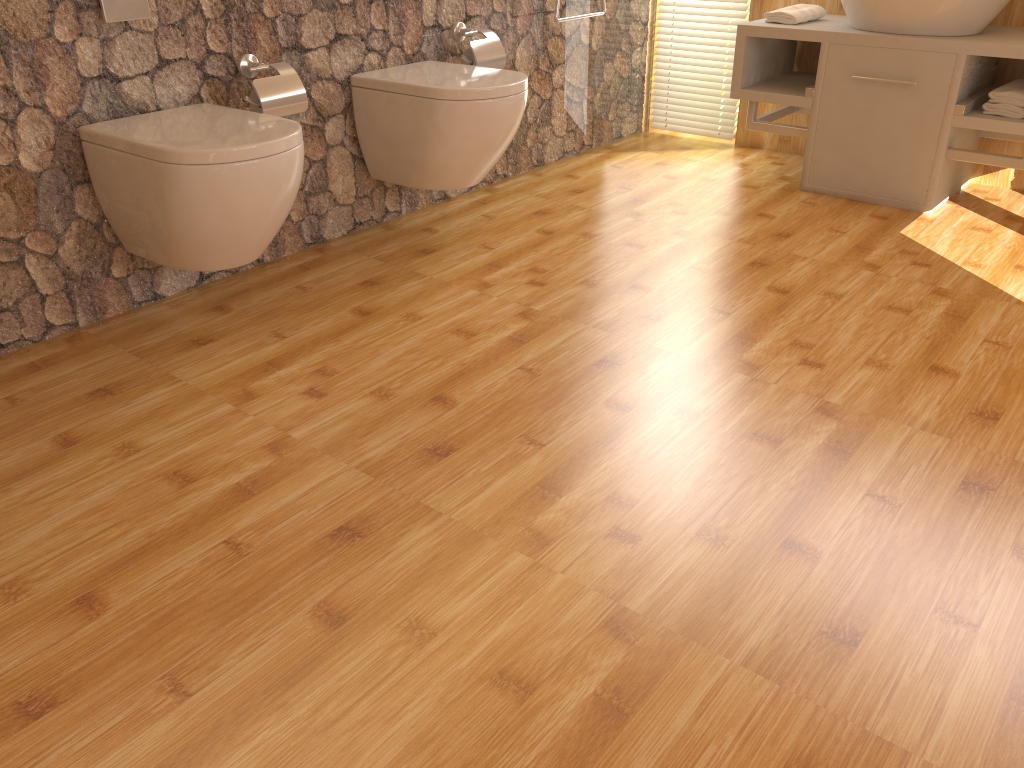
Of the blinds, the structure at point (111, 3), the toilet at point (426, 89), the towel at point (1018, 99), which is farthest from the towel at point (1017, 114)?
the structure at point (111, 3)

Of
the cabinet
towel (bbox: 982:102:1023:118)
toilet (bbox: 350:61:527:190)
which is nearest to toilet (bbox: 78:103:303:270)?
toilet (bbox: 350:61:527:190)

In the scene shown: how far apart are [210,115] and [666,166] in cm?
204

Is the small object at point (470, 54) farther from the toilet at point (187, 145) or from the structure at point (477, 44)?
the toilet at point (187, 145)

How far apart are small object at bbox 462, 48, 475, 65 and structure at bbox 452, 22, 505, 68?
0.0m

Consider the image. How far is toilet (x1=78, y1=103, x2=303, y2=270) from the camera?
2.0 meters

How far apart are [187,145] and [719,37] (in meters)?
2.68

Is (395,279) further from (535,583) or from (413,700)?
(413,700)

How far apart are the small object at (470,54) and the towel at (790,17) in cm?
117

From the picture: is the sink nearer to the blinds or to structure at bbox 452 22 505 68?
the blinds
